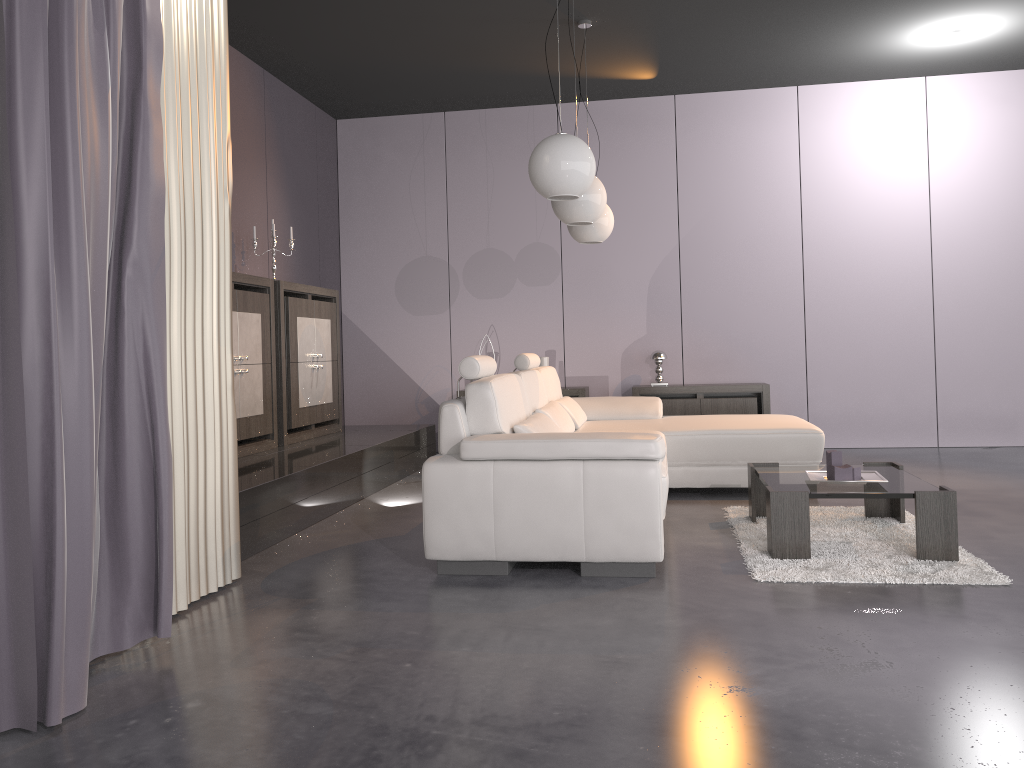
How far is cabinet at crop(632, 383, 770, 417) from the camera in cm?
698

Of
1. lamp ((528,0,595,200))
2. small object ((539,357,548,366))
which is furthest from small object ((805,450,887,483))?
small object ((539,357,548,366))

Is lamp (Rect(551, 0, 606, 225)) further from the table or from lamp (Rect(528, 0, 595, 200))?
the table

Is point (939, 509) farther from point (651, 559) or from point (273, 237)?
point (273, 237)

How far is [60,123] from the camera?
2.2 meters

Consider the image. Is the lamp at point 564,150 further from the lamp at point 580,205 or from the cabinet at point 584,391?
the cabinet at point 584,391

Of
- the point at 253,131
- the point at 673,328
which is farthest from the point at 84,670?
the point at 673,328

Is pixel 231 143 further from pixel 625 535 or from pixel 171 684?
pixel 171 684

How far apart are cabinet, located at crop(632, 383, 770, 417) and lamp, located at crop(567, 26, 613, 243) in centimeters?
182cm

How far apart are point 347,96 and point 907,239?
4.7 meters
